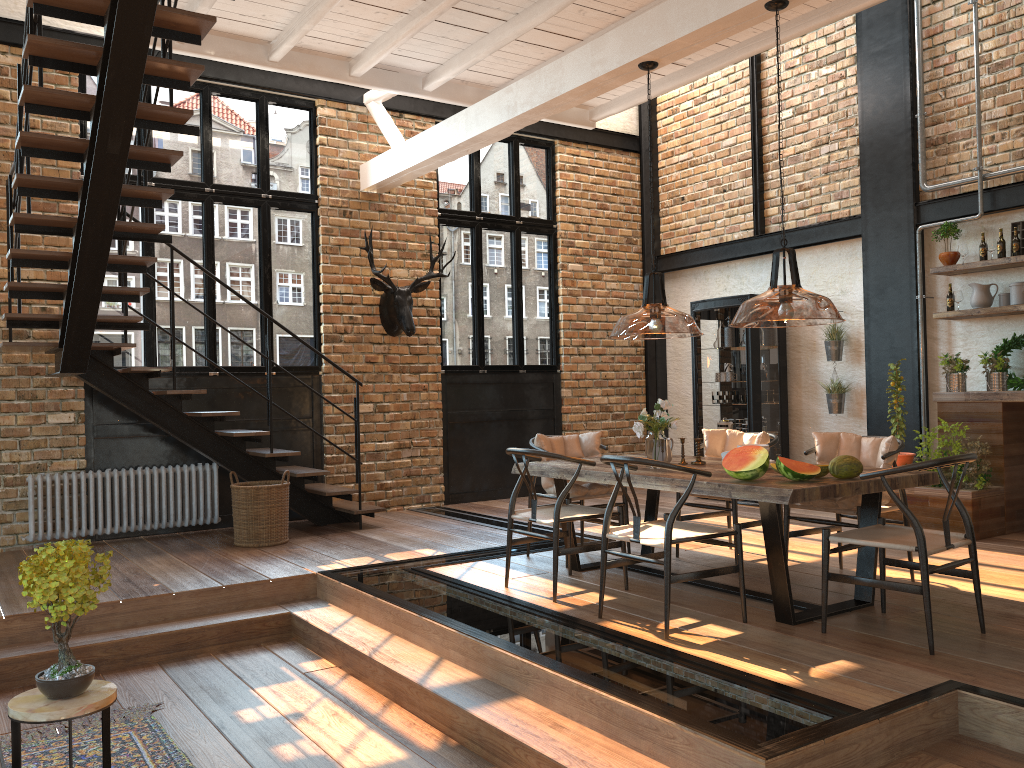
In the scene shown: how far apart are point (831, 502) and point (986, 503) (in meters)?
2.32

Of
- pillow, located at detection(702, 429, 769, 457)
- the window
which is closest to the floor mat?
pillow, located at detection(702, 429, 769, 457)

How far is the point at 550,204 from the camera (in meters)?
10.39

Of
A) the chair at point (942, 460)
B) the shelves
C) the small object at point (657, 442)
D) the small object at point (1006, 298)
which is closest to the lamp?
the small object at point (657, 442)

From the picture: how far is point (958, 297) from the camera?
7.5m

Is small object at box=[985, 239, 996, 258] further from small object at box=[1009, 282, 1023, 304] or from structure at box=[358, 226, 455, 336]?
structure at box=[358, 226, 455, 336]

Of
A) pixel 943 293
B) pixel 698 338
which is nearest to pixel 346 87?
pixel 698 338

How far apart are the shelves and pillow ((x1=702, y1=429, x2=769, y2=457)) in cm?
258

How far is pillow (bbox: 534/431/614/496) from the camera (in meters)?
6.09

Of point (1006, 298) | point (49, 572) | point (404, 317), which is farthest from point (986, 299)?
point (49, 572)
